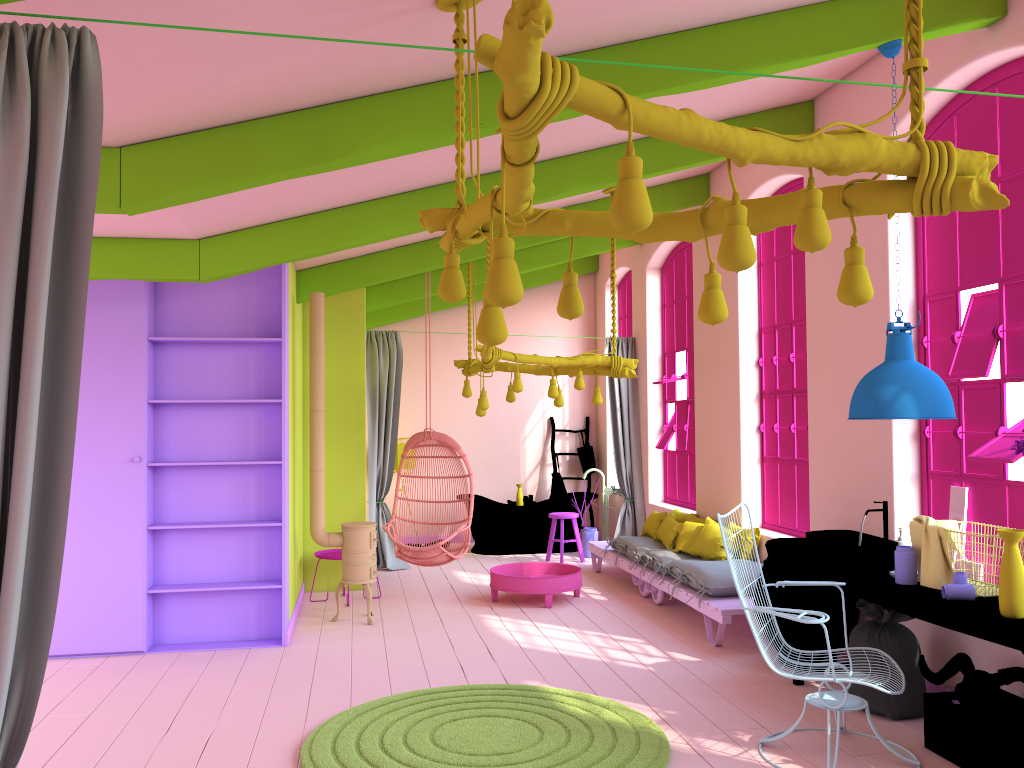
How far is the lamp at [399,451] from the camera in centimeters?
1181cm

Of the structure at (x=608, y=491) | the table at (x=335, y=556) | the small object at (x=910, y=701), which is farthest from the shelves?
the structure at (x=608, y=491)

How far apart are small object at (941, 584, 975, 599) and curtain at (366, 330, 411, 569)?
6.8m

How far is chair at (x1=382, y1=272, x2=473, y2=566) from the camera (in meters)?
8.29

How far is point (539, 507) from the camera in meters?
11.2

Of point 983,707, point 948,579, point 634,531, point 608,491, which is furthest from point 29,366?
point 608,491

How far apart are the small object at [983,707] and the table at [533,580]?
3.75m

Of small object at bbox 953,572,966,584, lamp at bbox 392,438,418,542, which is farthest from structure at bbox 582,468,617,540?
small object at bbox 953,572,966,584

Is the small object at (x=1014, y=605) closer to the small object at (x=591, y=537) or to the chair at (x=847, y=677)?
the chair at (x=847, y=677)

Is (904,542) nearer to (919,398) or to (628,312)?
(919,398)
